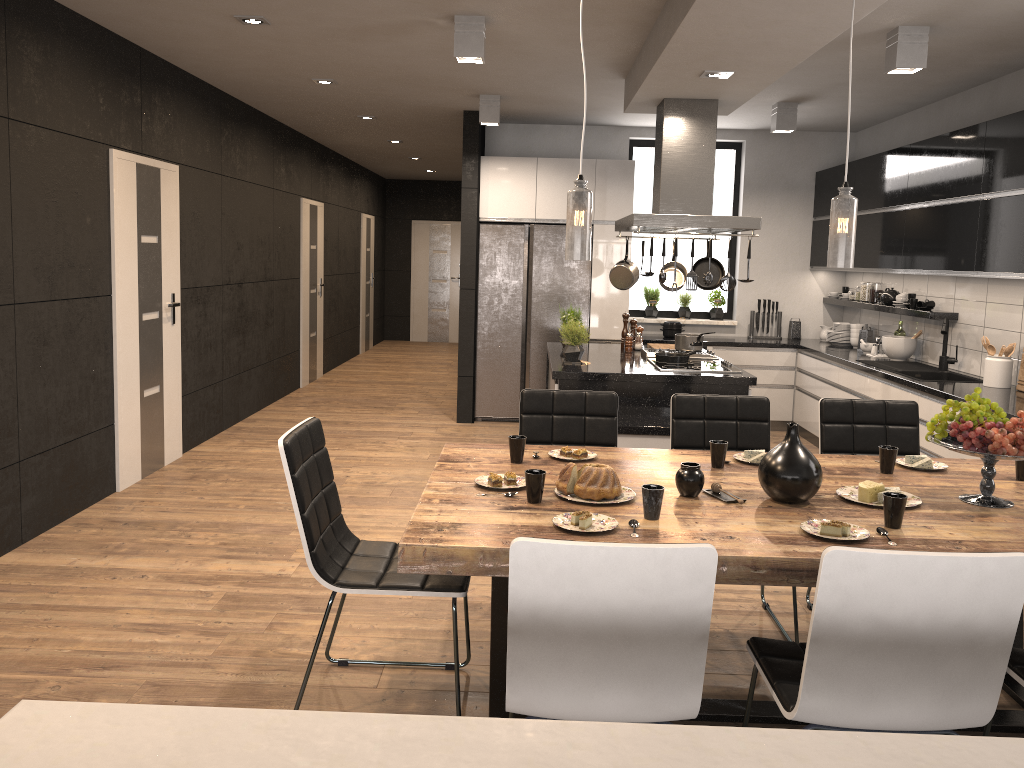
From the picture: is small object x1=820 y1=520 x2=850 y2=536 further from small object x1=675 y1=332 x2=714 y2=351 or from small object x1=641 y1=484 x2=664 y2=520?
small object x1=675 y1=332 x2=714 y2=351

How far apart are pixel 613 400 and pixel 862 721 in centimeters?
203cm

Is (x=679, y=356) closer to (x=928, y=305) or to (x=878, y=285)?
(x=928, y=305)

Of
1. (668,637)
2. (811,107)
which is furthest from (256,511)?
(811,107)

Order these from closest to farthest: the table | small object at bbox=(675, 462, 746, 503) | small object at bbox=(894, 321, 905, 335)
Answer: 1. the table
2. small object at bbox=(675, 462, 746, 503)
3. small object at bbox=(894, 321, 905, 335)

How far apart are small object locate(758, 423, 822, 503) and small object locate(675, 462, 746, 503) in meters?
0.1

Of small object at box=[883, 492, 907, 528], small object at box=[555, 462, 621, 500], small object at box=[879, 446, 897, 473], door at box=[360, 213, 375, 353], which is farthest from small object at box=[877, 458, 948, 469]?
door at box=[360, 213, 375, 353]

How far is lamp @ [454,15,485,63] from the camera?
4.6 meters

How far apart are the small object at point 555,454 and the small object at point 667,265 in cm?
320

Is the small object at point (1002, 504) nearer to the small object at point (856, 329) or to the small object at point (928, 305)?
the small object at point (928, 305)
